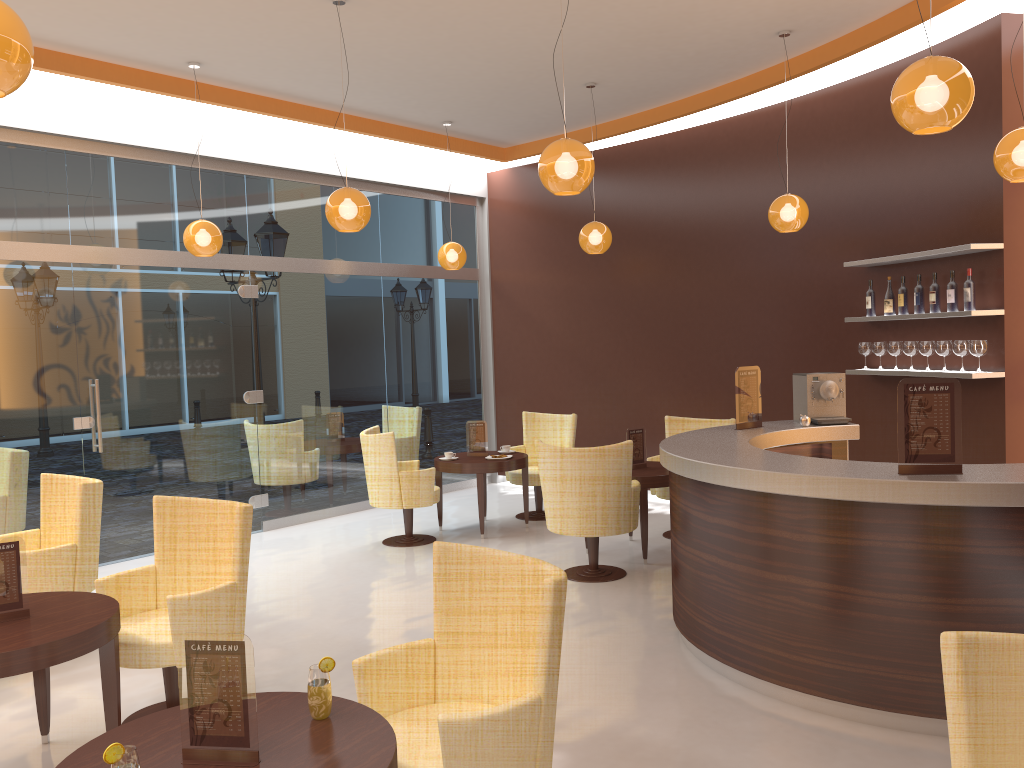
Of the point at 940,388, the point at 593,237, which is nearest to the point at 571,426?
the point at 593,237

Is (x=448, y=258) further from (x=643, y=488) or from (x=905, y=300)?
(x=905, y=300)

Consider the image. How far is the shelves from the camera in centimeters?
594cm

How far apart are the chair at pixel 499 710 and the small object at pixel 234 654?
0.51m

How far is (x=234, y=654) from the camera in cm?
226

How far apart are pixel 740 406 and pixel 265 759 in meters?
4.3 m

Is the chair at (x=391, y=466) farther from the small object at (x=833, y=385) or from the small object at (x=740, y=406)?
the small object at (x=833, y=385)

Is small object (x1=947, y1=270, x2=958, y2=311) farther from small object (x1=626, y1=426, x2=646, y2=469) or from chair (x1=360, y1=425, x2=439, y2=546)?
chair (x1=360, y1=425, x2=439, y2=546)

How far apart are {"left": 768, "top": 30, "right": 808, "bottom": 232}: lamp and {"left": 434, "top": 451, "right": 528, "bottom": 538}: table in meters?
3.0

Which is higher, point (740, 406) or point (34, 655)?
point (740, 406)
